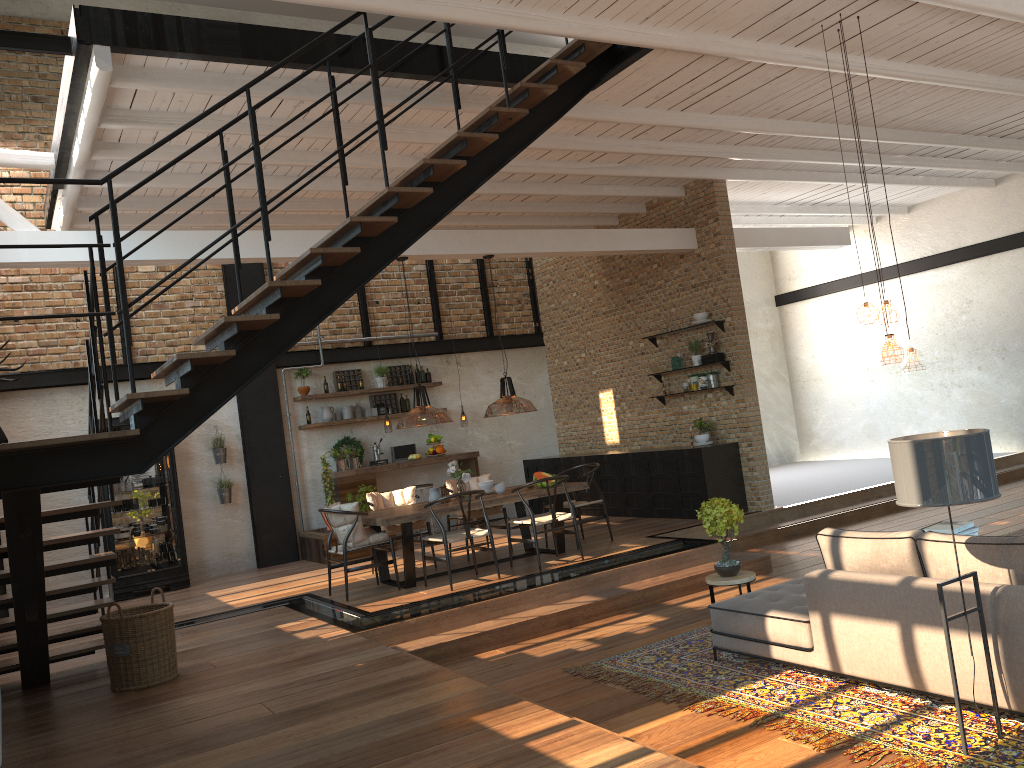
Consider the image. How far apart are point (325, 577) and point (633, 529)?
Answer: 3.6m

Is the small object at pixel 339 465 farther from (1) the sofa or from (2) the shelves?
(1) the sofa

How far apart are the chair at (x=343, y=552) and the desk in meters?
2.4

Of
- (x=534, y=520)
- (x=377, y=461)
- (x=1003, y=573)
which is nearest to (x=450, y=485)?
(x=534, y=520)

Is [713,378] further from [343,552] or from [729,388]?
[343,552]

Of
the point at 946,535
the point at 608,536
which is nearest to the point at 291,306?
the point at 946,535

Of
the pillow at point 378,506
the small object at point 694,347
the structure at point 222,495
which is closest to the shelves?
the small object at point 694,347

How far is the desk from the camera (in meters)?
11.20

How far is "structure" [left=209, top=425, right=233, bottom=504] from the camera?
11.34m

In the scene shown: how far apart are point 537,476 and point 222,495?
4.6m
